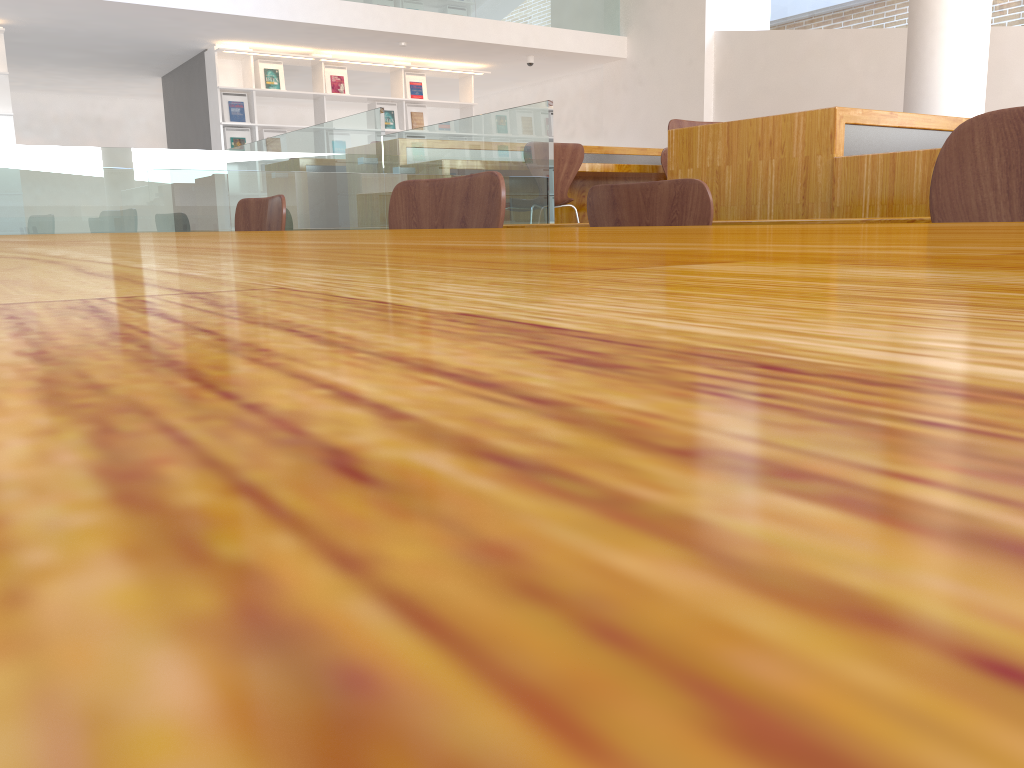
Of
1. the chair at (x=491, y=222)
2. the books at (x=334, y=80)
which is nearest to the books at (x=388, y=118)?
the books at (x=334, y=80)

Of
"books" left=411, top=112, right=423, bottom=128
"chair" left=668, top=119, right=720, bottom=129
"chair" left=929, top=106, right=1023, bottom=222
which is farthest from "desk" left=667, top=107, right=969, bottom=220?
"books" left=411, top=112, right=423, bottom=128

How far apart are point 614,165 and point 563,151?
0.6m

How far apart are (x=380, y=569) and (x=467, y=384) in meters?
0.0

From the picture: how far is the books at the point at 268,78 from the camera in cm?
871

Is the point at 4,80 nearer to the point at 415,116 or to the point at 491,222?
the point at 415,116

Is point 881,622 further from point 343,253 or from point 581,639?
point 343,253

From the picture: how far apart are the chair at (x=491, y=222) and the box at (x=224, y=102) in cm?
767

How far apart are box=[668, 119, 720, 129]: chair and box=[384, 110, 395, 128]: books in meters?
6.2 m

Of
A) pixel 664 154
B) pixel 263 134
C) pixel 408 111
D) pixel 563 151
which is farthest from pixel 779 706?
pixel 408 111
